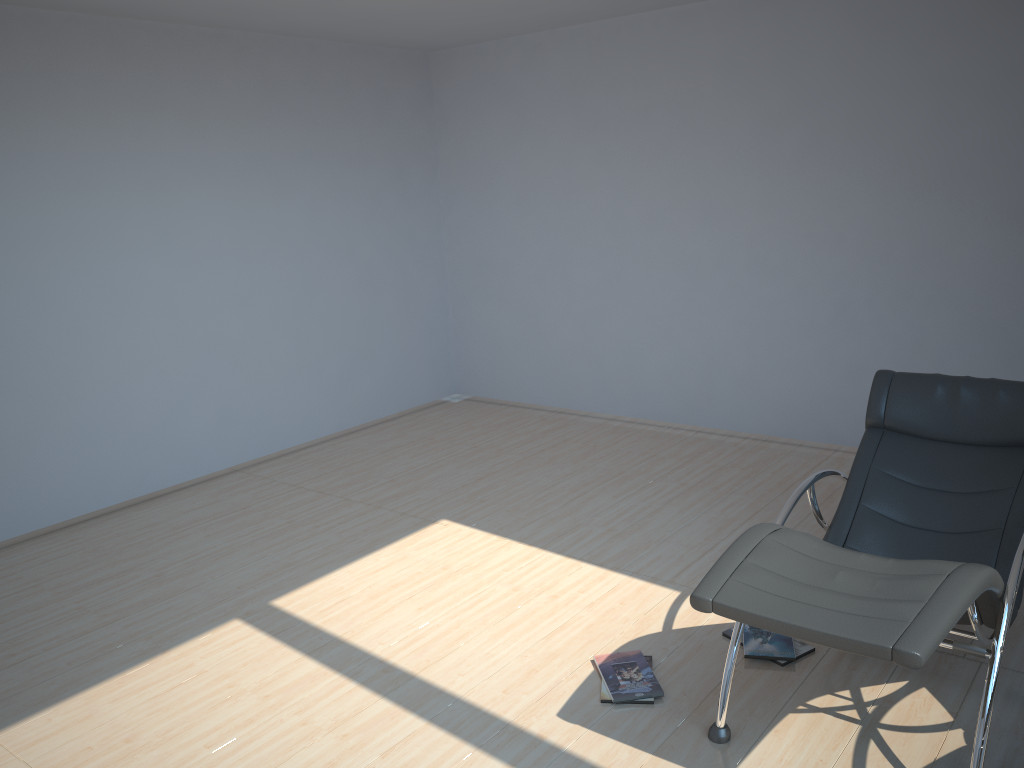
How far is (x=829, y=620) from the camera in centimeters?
233cm

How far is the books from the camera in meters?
3.2 m

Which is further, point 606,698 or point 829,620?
point 606,698

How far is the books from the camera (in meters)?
3.21

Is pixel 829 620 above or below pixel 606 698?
above

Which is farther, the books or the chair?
the books

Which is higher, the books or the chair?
the chair

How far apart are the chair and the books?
0.28m

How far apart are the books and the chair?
0.3m

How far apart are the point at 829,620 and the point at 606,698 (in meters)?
1.13
